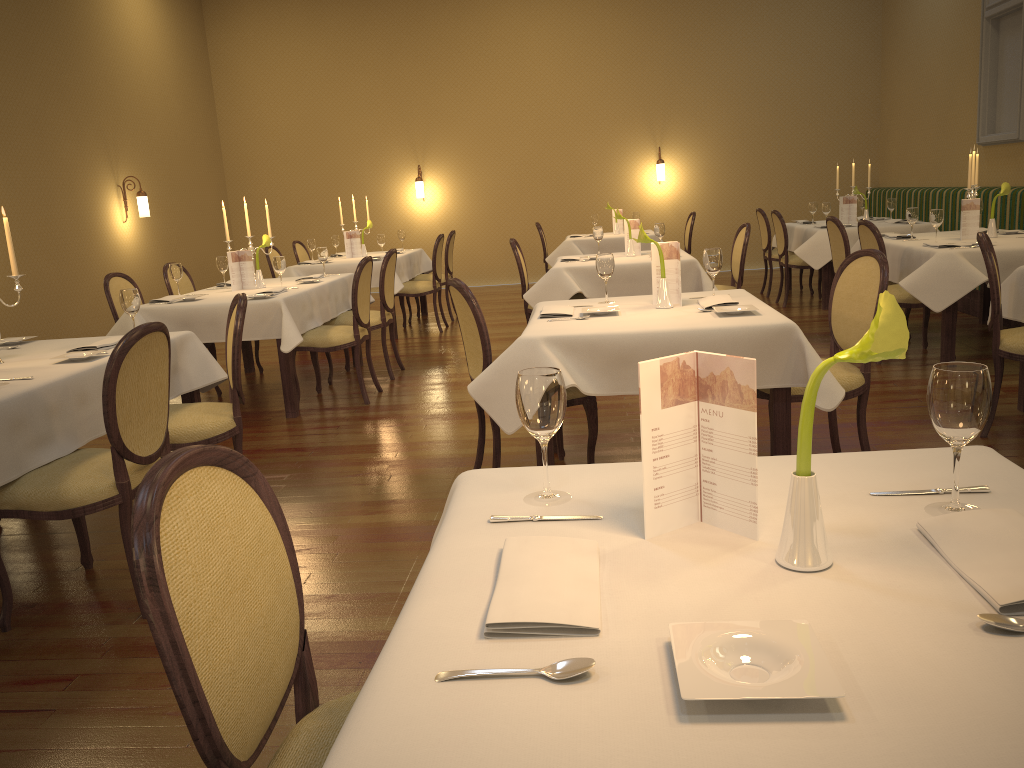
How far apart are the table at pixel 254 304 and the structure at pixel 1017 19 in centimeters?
619cm

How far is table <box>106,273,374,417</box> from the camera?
5.4 meters

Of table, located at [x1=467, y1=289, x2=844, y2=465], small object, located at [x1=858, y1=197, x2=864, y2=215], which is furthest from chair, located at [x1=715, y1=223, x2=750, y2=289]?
small object, located at [x1=858, y1=197, x2=864, y2=215]

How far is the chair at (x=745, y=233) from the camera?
6.5m

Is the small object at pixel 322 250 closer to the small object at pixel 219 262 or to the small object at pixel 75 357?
the small object at pixel 219 262

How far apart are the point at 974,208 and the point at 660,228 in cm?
218

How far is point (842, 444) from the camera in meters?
4.3 m

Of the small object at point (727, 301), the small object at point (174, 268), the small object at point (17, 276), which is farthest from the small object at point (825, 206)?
the small object at point (17, 276)

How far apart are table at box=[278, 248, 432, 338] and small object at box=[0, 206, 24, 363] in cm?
471

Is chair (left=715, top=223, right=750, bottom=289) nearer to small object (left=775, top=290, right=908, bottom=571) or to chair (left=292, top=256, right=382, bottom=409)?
chair (left=292, top=256, right=382, bottom=409)
